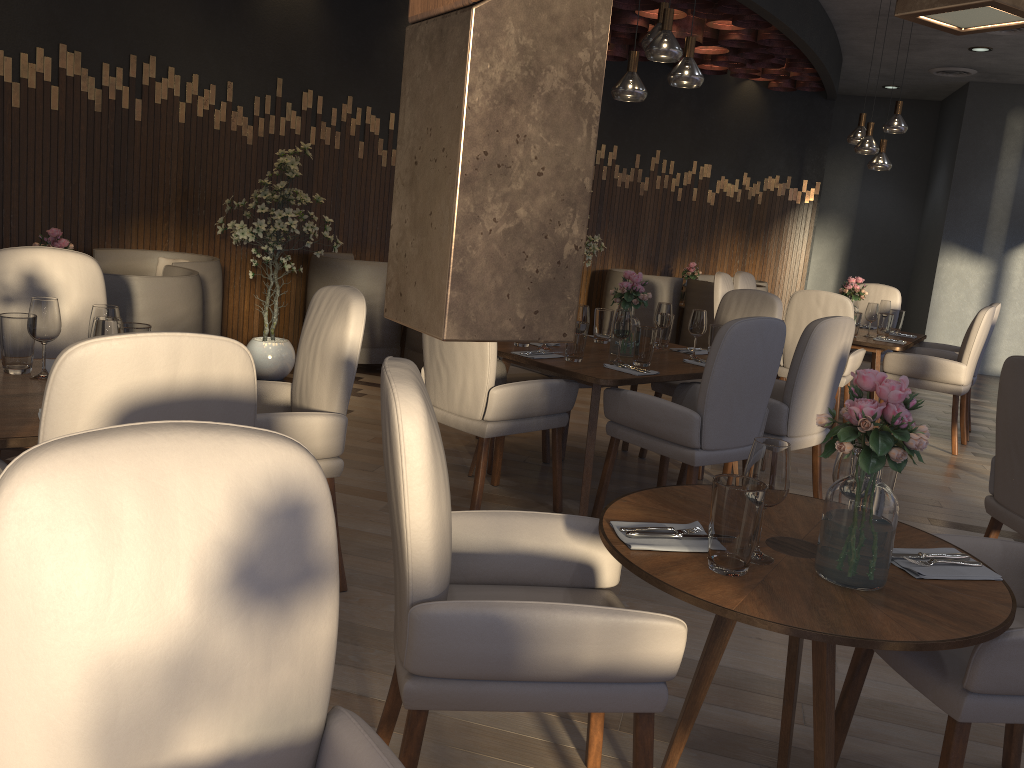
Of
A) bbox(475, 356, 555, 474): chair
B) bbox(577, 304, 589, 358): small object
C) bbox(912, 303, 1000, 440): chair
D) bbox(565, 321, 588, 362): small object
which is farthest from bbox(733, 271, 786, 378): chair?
bbox(565, 321, 588, 362): small object

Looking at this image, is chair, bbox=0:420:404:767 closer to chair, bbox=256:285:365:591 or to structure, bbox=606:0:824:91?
chair, bbox=256:285:365:591

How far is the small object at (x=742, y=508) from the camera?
1.7m

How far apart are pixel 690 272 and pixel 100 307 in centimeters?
692cm

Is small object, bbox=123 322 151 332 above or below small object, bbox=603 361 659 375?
above

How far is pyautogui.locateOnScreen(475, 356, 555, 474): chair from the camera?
4.51m

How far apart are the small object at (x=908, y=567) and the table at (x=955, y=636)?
0.0 meters

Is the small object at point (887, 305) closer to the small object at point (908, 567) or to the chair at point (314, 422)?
the chair at point (314, 422)

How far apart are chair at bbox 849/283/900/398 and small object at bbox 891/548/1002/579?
A: 5.5m

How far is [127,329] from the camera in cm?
267
